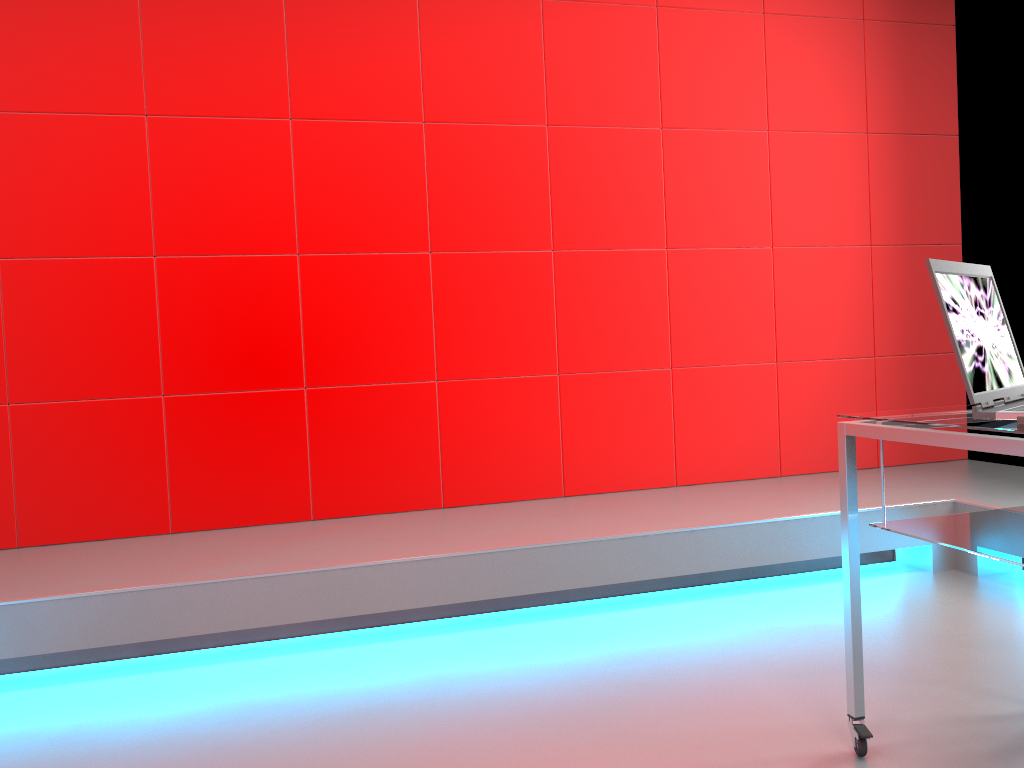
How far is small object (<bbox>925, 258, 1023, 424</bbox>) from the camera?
1.5 meters

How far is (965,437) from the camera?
A: 1.5m

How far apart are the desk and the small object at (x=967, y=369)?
0.01m

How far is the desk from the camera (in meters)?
1.47

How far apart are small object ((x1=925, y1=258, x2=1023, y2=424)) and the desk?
0.01m

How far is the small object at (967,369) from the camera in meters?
1.5
